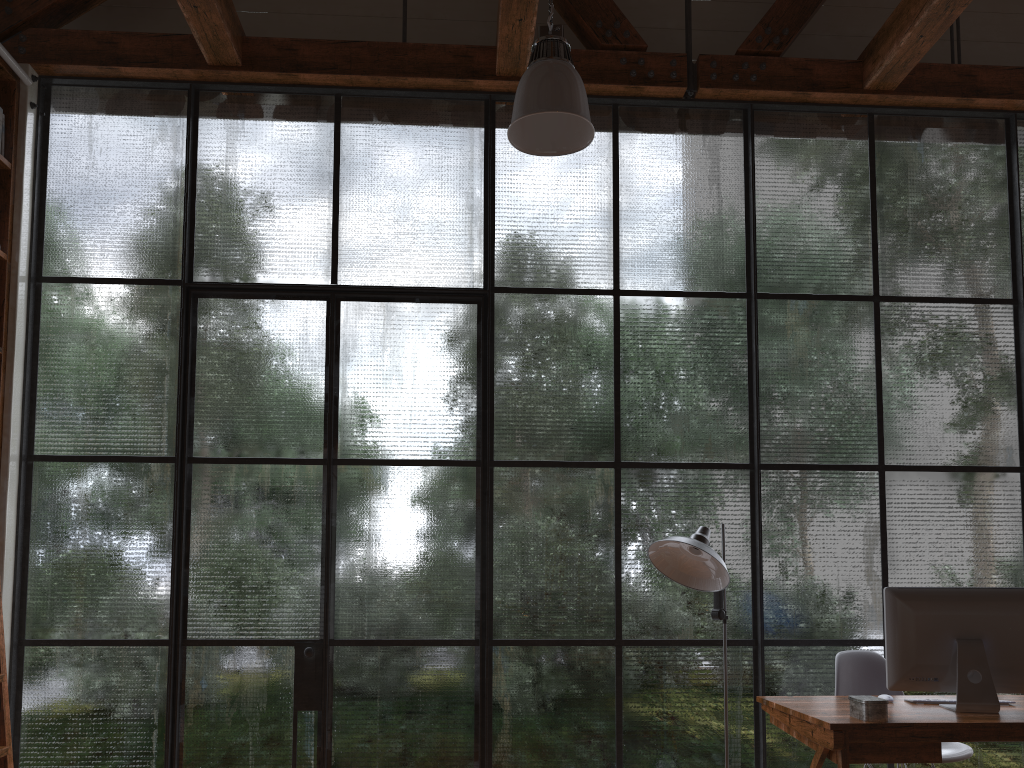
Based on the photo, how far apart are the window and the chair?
0.2 meters

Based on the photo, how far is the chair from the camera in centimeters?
353cm

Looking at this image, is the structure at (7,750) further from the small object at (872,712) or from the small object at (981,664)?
the small object at (981,664)

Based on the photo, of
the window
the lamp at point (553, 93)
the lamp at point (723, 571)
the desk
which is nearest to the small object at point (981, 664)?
the desk

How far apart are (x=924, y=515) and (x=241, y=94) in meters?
4.1

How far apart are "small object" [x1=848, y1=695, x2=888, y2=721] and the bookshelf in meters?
3.5 m

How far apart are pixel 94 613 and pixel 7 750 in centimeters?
107cm

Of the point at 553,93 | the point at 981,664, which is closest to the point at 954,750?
the point at 981,664

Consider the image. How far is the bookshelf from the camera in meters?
4.0 m

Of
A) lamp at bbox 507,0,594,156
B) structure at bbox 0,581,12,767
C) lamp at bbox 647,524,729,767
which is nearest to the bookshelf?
structure at bbox 0,581,12,767
